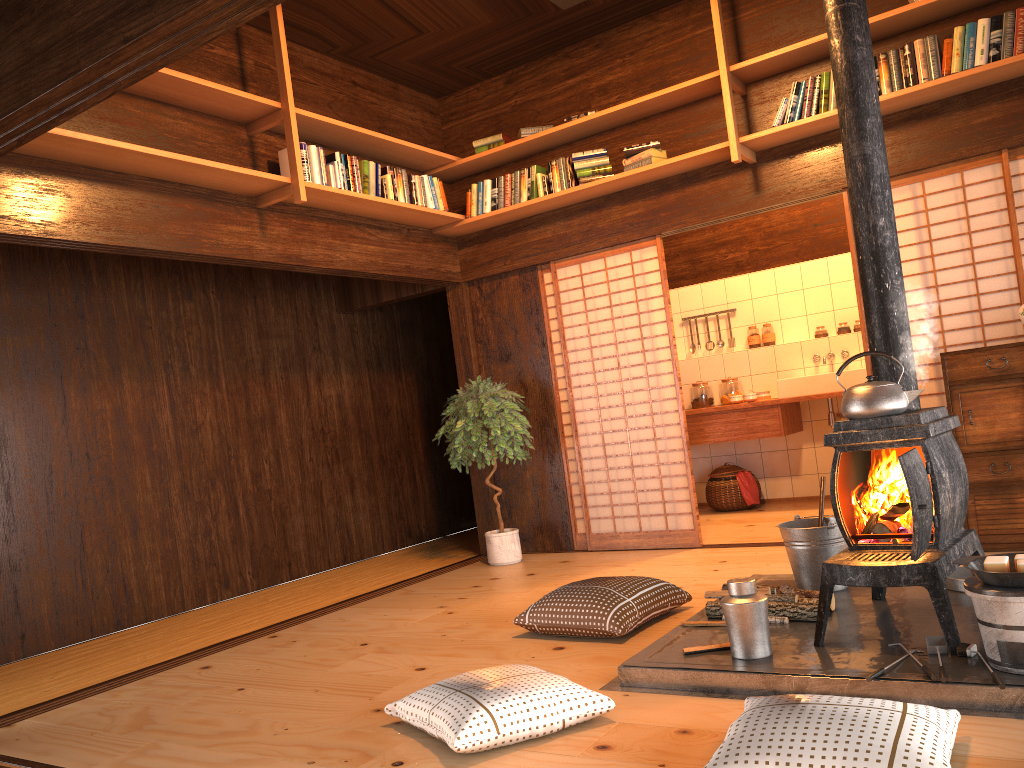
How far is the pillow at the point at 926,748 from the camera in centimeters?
195cm

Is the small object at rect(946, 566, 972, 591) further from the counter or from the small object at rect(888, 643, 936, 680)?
the counter

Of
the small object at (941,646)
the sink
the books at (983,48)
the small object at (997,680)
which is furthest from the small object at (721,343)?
the small object at (997,680)

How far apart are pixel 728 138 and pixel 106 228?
3.4 meters

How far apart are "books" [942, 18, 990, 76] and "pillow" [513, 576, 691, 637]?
3.0 meters

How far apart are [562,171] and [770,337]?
2.8 meters

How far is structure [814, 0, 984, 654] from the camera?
2.84m

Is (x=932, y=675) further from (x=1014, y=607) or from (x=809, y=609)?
(x=809, y=609)

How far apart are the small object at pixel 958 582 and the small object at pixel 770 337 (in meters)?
4.12

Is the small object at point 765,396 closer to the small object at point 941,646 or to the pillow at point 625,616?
the pillow at point 625,616
